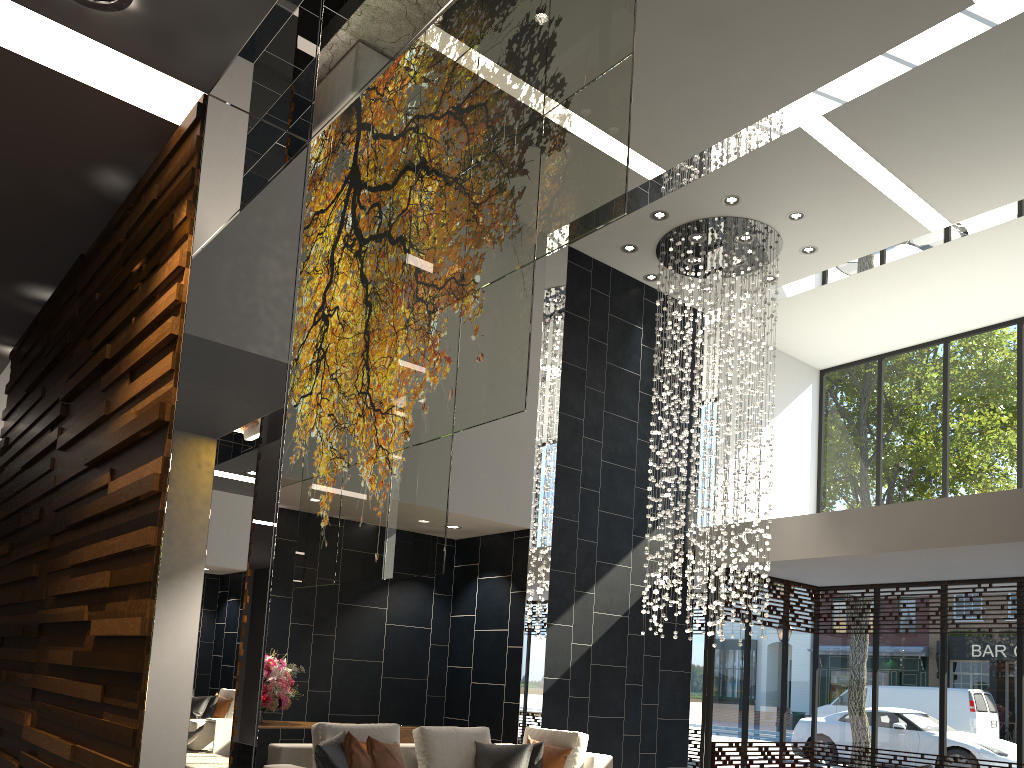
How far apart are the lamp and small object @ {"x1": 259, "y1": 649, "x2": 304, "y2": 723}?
3.6 meters

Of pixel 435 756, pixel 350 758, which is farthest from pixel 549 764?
pixel 350 758

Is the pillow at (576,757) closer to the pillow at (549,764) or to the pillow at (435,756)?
the pillow at (549,764)

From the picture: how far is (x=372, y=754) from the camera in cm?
578

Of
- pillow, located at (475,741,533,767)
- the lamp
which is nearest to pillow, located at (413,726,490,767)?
pillow, located at (475,741,533,767)

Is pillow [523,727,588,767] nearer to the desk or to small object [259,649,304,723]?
the desk

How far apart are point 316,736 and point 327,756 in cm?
47

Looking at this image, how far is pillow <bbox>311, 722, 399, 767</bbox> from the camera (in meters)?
5.91

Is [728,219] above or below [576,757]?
above

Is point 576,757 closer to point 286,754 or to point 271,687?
point 286,754
